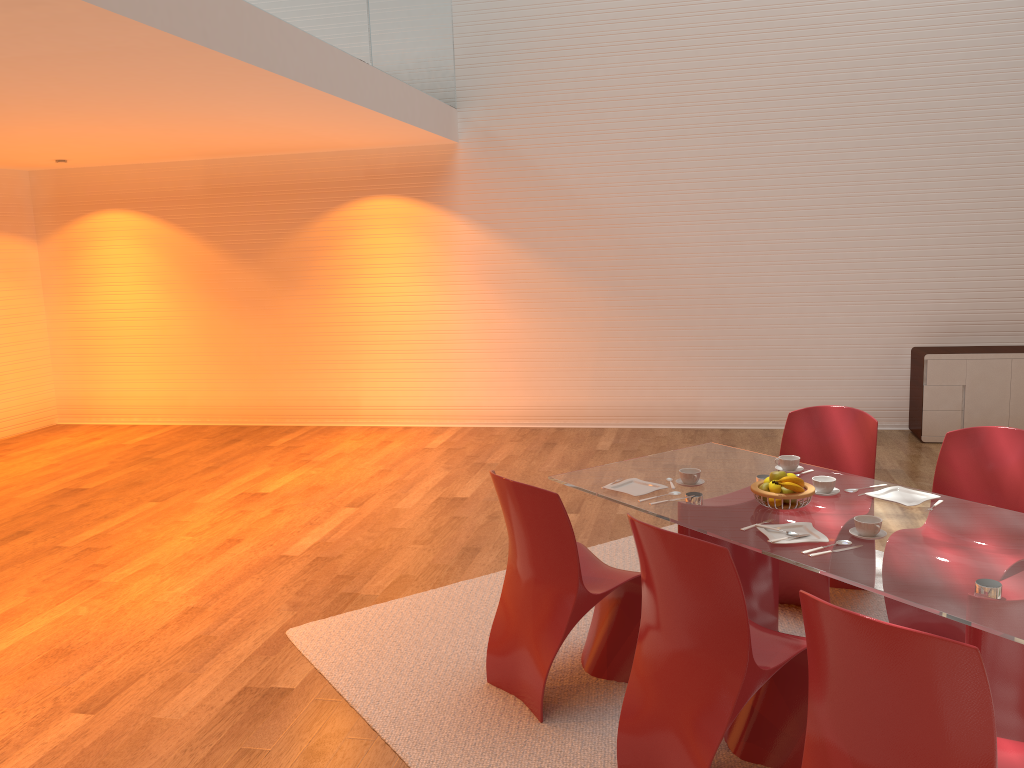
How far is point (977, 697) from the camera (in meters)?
1.92

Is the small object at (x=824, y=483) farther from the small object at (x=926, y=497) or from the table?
the small object at (x=926, y=497)

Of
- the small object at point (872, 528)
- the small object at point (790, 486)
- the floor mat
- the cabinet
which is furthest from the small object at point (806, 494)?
the cabinet

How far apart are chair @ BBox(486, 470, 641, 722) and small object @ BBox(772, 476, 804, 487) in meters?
0.7 m

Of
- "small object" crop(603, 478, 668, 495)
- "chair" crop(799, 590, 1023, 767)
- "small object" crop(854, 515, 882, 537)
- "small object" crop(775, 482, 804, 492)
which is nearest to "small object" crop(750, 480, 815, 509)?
"small object" crop(775, 482, 804, 492)

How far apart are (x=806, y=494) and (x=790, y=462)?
0.55m

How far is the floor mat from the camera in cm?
311

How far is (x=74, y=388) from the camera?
9.6m

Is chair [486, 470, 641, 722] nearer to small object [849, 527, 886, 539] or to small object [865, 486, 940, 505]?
small object [849, 527, 886, 539]

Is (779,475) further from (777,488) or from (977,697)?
(977,697)
